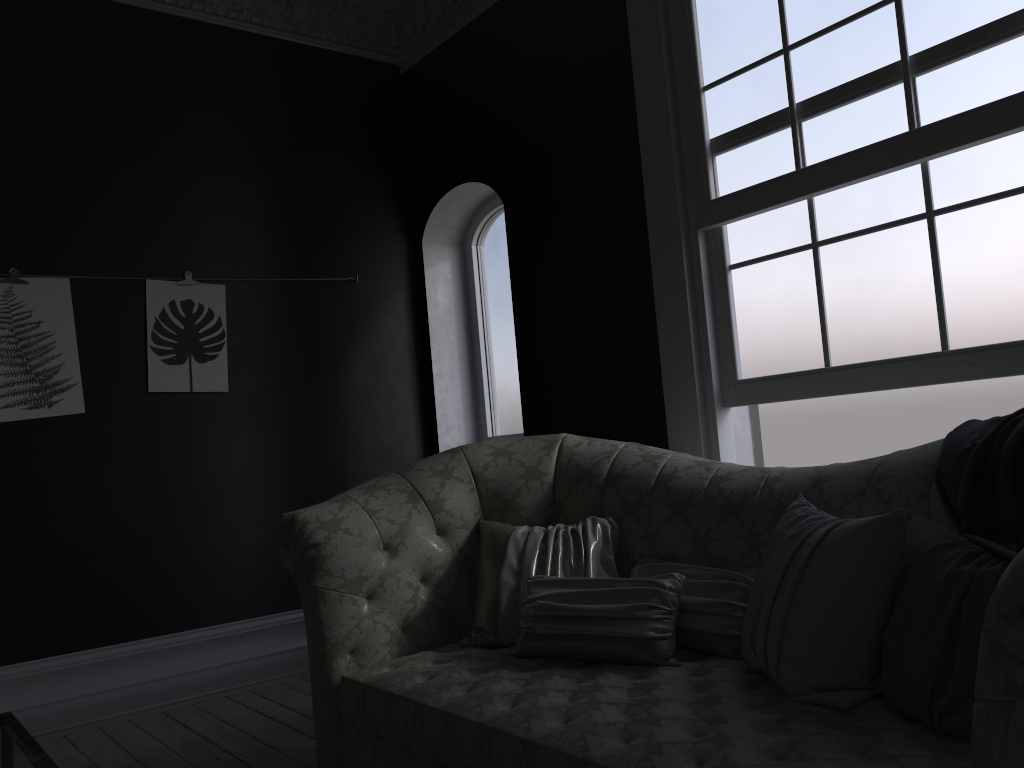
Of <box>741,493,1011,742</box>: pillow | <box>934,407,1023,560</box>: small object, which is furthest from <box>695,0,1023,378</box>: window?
<box>741,493,1011,742</box>: pillow

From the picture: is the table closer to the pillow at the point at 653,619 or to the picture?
the pillow at the point at 653,619

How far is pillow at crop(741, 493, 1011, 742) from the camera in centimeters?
178cm

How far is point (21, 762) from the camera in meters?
1.7

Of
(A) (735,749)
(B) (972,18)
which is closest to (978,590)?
(A) (735,749)

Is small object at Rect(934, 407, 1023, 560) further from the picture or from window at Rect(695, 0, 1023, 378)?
the picture

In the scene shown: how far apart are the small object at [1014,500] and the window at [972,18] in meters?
0.5 m

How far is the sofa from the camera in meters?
1.8

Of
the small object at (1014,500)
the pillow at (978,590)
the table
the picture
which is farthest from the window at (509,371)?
the table

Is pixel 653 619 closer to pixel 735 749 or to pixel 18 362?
pixel 735 749
